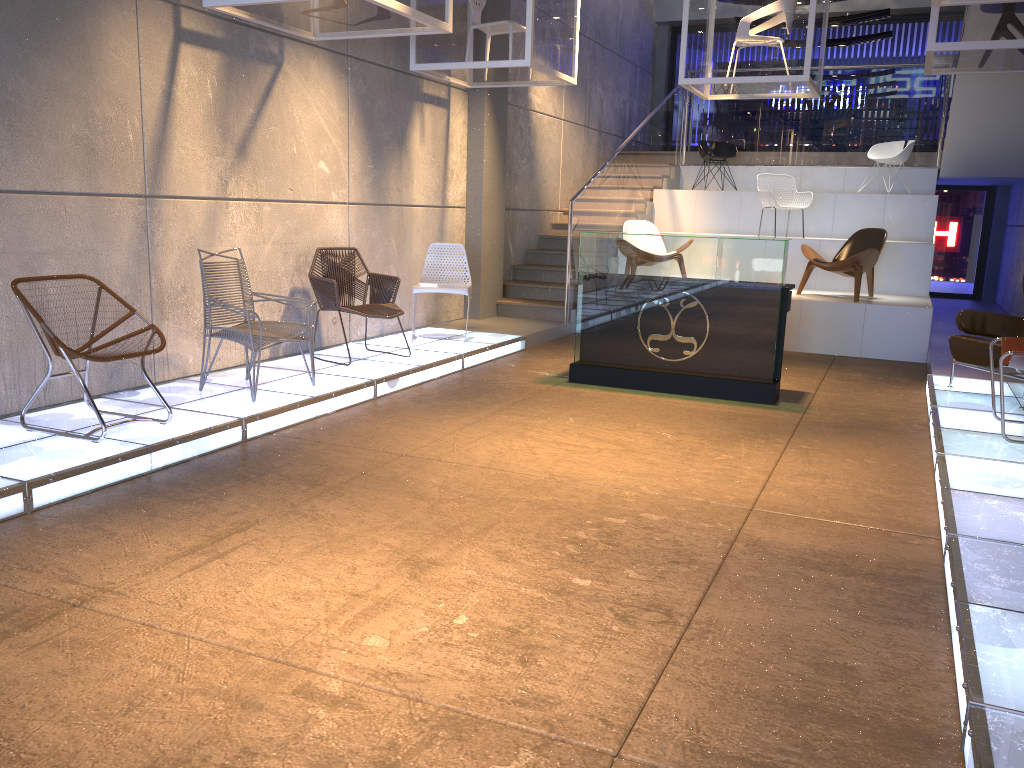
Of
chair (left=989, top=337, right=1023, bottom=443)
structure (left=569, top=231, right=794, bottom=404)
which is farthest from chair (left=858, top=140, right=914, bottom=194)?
chair (left=989, top=337, right=1023, bottom=443)

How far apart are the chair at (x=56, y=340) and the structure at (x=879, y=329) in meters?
6.5

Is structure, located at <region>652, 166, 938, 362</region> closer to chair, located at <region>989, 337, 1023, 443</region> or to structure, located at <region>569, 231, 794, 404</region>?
structure, located at <region>569, 231, 794, 404</region>

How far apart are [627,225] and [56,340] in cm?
742

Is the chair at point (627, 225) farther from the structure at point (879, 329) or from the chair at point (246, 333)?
the chair at point (246, 333)

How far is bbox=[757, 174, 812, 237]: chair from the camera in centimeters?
1108cm

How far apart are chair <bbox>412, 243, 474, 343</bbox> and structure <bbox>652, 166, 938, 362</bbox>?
3.45m

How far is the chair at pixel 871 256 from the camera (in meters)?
9.13

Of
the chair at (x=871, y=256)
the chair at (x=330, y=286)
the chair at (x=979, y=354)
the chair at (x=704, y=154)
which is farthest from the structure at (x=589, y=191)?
the chair at (x=979, y=354)

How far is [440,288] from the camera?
8.0m
